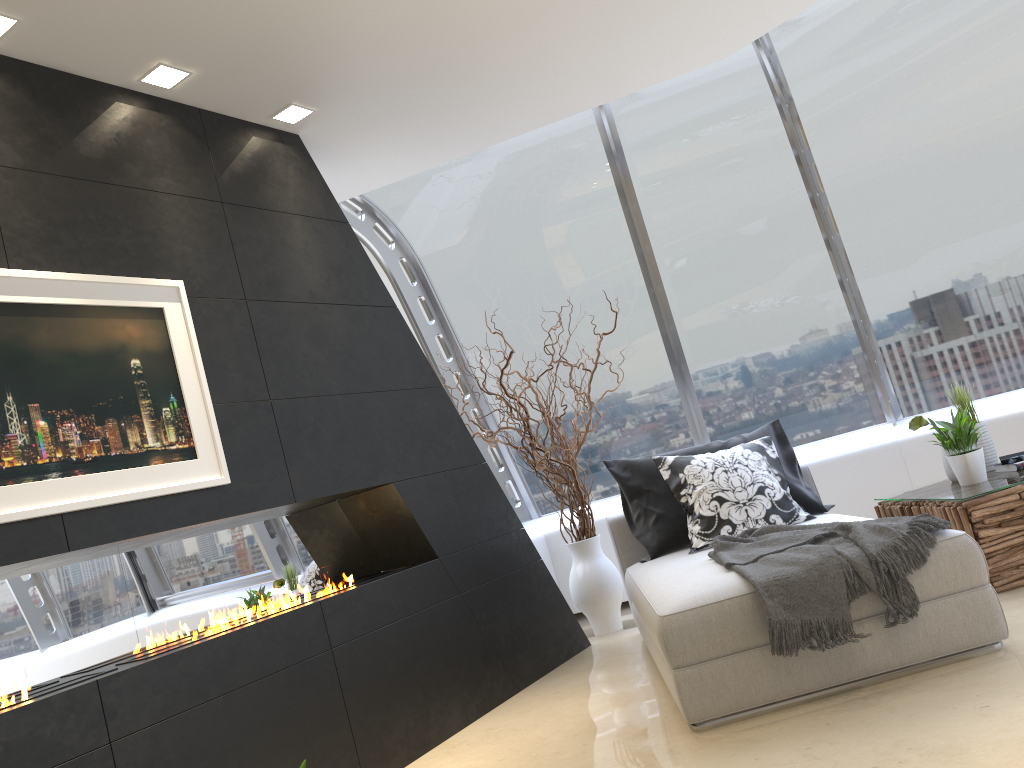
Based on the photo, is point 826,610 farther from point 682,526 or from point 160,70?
point 160,70

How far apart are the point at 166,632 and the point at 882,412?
4.85m

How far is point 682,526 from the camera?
4.51m

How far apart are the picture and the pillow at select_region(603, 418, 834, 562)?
2.2m

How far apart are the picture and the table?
3.06m

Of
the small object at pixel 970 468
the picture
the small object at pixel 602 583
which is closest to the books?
the small object at pixel 970 468

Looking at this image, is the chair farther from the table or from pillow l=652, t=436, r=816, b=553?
the table

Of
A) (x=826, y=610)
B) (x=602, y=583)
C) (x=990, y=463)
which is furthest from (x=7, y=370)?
(x=990, y=463)

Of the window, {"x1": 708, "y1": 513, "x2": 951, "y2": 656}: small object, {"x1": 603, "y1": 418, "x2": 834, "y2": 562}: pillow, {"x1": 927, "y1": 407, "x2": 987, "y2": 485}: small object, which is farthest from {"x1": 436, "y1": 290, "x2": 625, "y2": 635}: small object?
{"x1": 927, "y1": 407, "x2": 987, "y2": 485}: small object

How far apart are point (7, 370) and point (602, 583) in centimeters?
351cm
